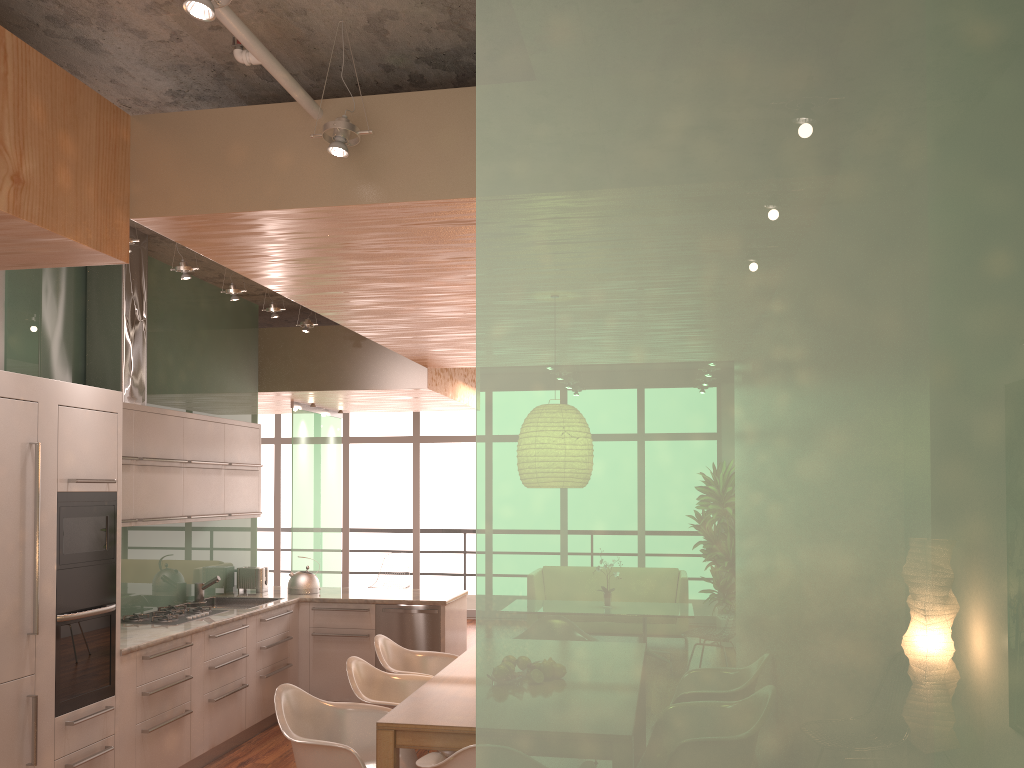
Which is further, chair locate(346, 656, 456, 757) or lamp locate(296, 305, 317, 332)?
lamp locate(296, 305, 317, 332)

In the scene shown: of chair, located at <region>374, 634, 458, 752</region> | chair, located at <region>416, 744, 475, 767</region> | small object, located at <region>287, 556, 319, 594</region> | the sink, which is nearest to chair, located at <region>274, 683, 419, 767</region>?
chair, located at <region>416, 744, 475, 767</region>

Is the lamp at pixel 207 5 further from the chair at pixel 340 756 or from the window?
the window

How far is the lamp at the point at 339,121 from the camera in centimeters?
310cm

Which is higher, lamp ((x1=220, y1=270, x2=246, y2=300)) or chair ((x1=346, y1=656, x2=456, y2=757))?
lamp ((x1=220, y1=270, x2=246, y2=300))

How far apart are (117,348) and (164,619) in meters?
1.7 m

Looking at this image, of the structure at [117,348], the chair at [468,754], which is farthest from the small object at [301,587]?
the chair at [468,754]

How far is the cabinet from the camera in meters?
4.0

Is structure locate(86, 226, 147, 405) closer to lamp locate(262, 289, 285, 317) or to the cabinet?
the cabinet

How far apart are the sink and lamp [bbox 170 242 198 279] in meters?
2.6 m
